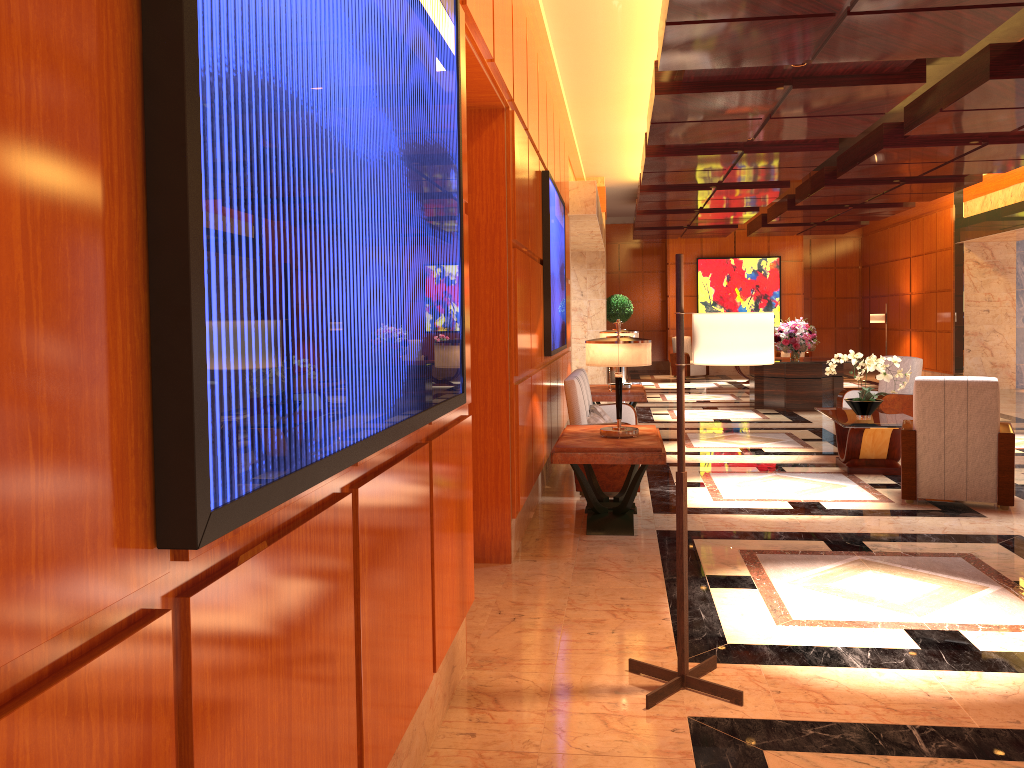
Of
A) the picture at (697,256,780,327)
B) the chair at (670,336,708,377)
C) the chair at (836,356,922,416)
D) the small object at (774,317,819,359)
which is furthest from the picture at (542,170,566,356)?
the picture at (697,256,780,327)

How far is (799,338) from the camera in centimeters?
1344cm

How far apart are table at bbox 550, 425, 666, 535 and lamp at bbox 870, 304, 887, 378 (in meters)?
14.58

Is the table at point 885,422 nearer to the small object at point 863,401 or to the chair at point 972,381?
the small object at point 863,401

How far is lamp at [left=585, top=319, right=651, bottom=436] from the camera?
5.9 meters

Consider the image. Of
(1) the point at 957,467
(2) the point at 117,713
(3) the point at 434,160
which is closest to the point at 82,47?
(2) the point at 117,713

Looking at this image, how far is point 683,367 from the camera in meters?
3.3 m

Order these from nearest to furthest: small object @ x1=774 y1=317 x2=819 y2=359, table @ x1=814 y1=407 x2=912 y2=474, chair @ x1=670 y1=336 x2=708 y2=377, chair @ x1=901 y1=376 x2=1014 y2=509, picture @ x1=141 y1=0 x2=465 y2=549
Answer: picture @ x1=141 y1=0 x2=465 y2=549 → chair @ x1=901 y1=376 x2=1014 y2=509 → table @ x1=814 y1=407 x2=912 y2=474 → small object @ x1=774 y1=317 x2=819 y2=359 → chair @ x1=670 y1=336 x2=708 y2=377

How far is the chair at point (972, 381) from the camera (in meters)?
6.29

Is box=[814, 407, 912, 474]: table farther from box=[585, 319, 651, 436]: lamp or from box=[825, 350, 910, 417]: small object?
box=[585, 319, 651, 436]: lamp
